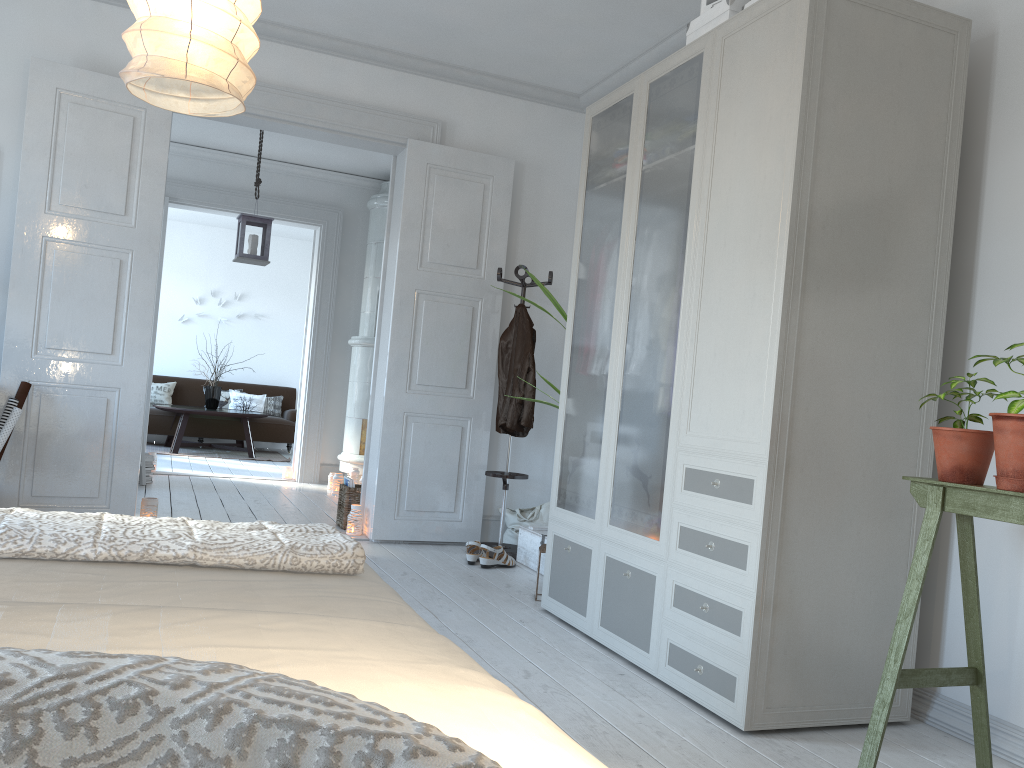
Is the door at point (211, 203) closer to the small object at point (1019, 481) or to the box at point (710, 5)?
the box at point (710, 5)

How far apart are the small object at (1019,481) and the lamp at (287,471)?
6.77m

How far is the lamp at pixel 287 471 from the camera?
8.0m

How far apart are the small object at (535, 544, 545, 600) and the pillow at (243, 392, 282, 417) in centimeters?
799cm

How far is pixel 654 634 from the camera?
3.0m

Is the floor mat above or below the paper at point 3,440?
below

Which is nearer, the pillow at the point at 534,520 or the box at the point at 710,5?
the box at the point at 710,5

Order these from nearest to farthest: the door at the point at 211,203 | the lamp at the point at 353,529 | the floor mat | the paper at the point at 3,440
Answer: the paper at the point at 3,440
the lamp at the point at 353,529
the door at the point at 211,203
the floor mat

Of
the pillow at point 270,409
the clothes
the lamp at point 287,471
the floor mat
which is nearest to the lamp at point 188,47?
the clothes

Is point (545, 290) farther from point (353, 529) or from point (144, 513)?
point (144, 513)
